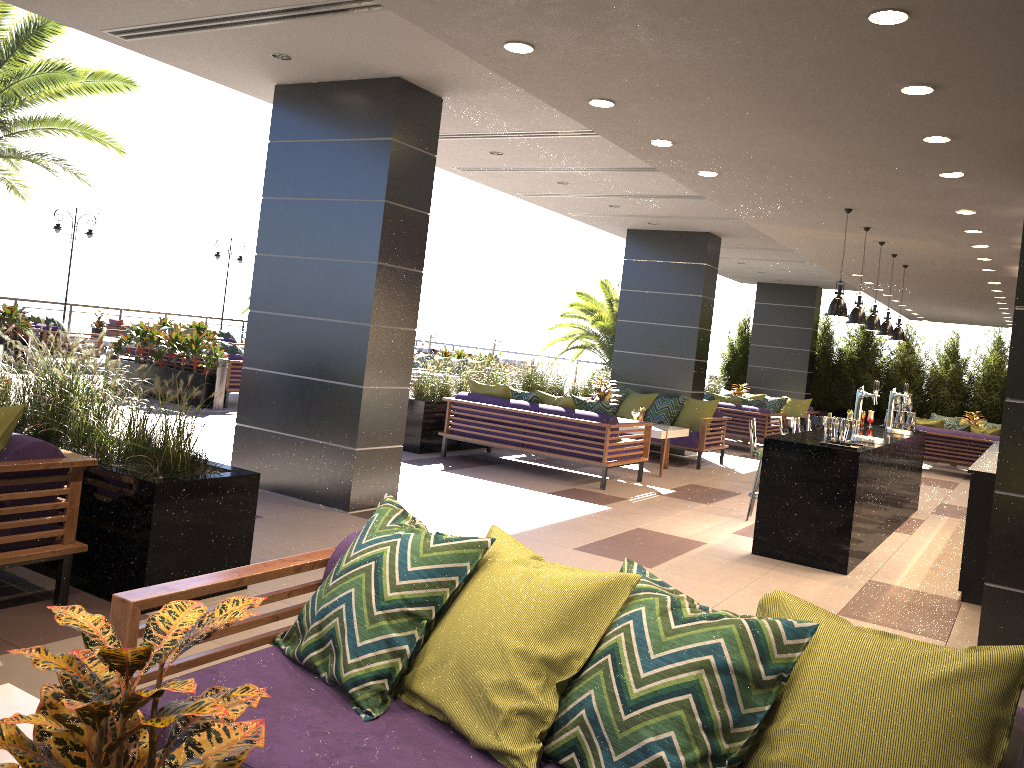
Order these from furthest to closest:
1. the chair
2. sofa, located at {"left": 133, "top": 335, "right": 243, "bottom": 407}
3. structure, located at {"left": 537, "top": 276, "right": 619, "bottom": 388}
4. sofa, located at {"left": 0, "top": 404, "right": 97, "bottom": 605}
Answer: the chair
structure, located at {"left": 537, "top": 276, "right": 619, "bottom": 388}
sofa, located at {"left": 133, "top": 335, "right": 243, "bottom": 407}
sofa, located at {"left": 0, "top": 404, "right": 97, "bottom": 605}

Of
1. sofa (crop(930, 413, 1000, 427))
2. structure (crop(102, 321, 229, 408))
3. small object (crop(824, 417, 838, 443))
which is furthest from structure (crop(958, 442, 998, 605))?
structure (crop(102, 321, 229, 408))

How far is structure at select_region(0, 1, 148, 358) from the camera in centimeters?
1110cm

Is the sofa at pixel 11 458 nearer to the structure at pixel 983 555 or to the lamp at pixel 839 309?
the lamp at pixel 839 309

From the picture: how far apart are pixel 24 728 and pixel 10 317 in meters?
14.7

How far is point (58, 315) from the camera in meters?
20.4

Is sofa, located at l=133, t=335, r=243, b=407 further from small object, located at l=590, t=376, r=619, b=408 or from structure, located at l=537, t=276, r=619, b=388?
structure, located at l=537, t=276, r=619, b=388

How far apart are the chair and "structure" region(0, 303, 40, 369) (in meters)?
6.00

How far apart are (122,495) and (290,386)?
2.9m

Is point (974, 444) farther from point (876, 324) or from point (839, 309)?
point (839, 309)
